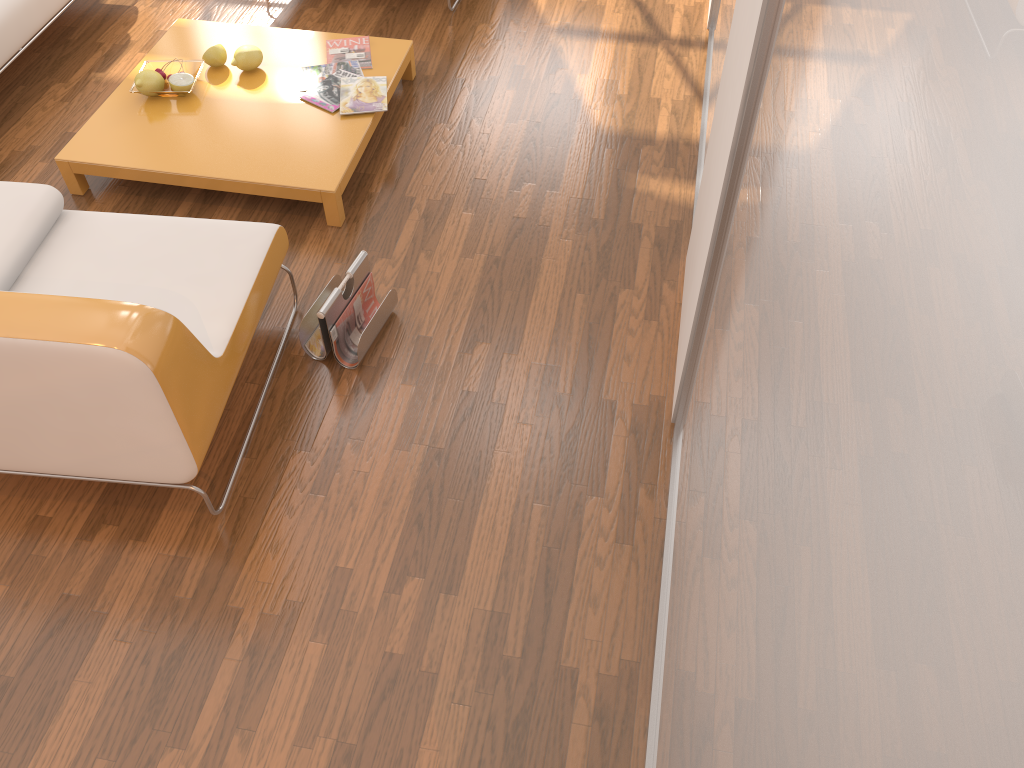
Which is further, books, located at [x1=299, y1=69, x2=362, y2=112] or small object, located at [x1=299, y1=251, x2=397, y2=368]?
books, located at [x1=299, y1=69, x2=362, y2=112]

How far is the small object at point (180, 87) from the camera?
3.2m

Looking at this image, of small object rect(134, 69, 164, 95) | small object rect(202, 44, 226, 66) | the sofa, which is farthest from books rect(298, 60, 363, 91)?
the sofa

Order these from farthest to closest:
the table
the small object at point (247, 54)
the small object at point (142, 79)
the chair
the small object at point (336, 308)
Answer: the small object at point (247, 54)
the small object at point (142, 79)
the table
the small object at point (336, 308)
the chair

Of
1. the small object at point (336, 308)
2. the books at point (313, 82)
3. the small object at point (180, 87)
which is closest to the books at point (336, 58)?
the books at point (313, 82)

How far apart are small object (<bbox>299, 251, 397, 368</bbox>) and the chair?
0.1 meters

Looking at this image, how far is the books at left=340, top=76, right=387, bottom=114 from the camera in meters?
3.2 m

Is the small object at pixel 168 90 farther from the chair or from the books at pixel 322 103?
the chair

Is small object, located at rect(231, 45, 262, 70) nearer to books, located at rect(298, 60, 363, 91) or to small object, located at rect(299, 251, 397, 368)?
books, located at rect(298, 60, 363, 91)

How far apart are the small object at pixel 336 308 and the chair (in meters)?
0.15
